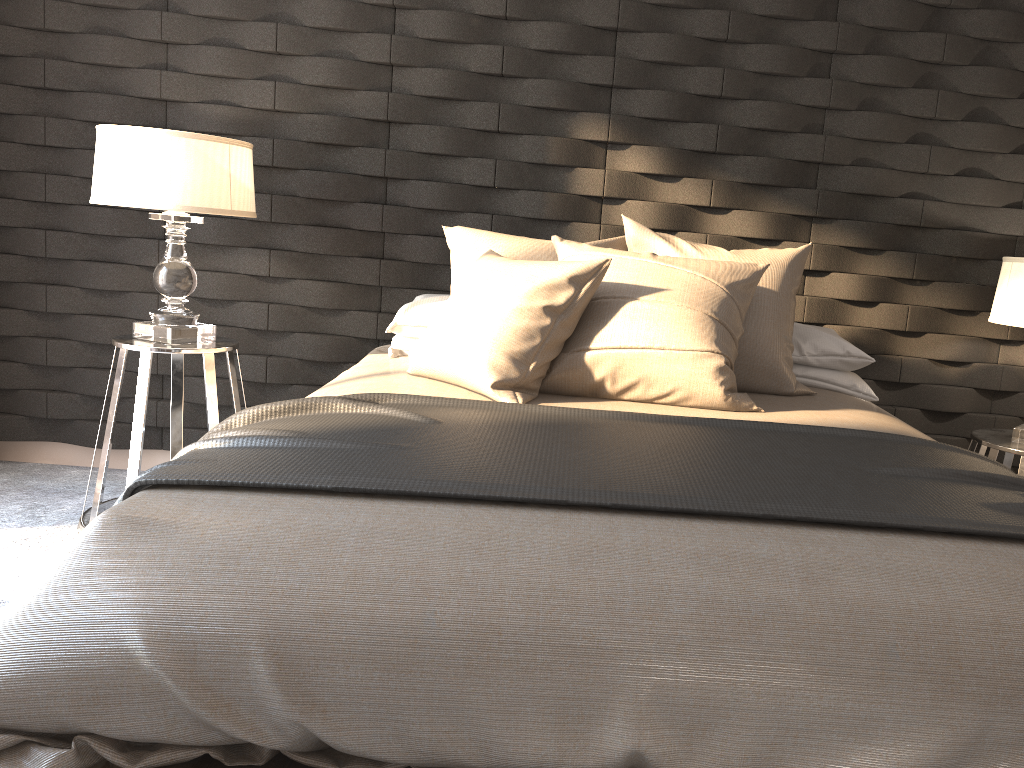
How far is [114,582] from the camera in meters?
1.3

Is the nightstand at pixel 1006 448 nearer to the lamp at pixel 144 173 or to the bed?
the bed

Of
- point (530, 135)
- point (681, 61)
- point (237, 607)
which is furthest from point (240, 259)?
point (237, 607)

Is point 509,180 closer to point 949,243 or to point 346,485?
point 949,243

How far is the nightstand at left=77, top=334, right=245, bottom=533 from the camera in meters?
2.7 m

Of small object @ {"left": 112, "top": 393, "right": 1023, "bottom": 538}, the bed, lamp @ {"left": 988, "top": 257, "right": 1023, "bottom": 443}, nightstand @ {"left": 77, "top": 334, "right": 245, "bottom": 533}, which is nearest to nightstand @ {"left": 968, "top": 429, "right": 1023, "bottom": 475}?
lamp @ {"left": 988, "top": 257, "right": 1023, "bottom": 443}

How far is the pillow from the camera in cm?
223

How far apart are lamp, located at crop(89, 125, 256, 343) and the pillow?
0.6 meters

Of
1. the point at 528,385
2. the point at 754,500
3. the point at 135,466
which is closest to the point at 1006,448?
the point at 528,385

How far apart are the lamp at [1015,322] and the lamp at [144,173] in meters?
2.4
